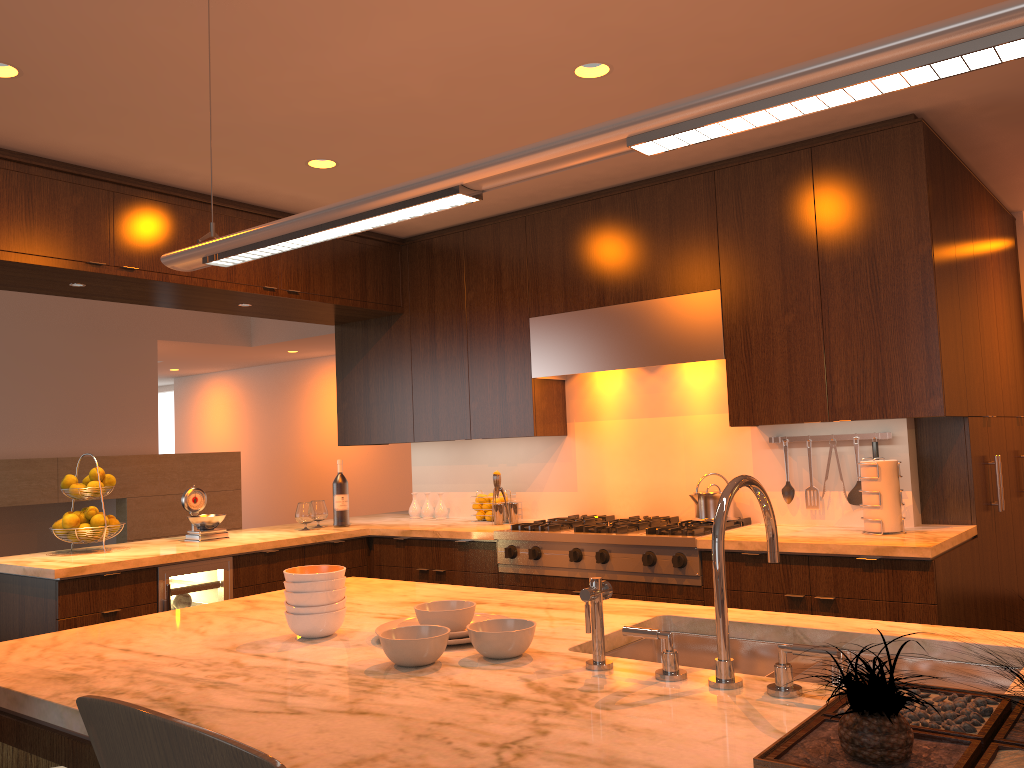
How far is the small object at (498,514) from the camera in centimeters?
468cm

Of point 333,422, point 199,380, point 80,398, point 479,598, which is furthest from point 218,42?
point 199,380

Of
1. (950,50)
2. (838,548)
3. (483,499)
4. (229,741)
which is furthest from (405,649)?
(483,499)

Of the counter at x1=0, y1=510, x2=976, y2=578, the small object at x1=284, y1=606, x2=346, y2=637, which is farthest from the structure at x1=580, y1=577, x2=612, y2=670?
the counter at x1=0, y1=510, x2=976, y2=578

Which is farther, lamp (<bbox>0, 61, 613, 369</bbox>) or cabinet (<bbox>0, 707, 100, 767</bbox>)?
lamp (<bbox>0, 61, 613, 369</bbox>)

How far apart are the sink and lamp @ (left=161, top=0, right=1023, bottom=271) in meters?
1.0 m

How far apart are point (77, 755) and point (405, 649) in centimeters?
57cm

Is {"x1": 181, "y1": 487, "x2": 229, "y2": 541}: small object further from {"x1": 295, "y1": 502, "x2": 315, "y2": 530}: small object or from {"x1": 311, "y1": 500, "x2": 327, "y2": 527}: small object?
{"x1": 311, "y1": 500, "x2": 327, "y2": 527}: small object

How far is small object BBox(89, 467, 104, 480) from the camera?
4.1 meters

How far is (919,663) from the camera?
1.7 meters
